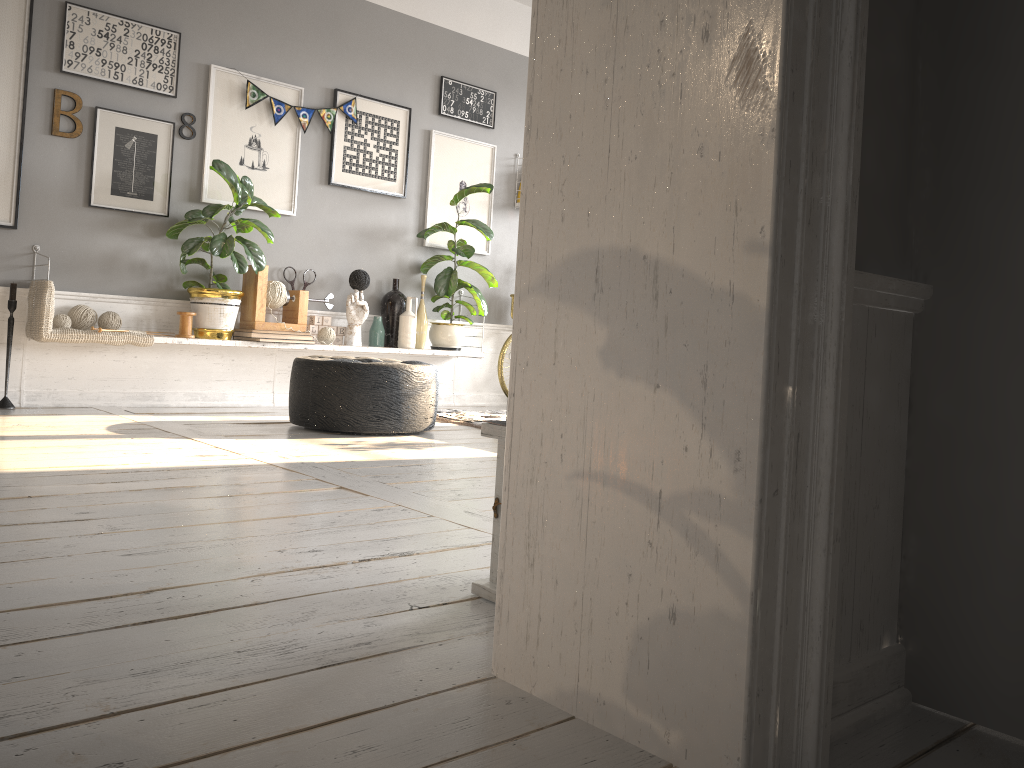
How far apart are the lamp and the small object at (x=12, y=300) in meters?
3.6 m

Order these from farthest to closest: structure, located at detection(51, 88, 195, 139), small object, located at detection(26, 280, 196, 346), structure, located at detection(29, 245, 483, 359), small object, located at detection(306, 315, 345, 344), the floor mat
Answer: small object, located at detection(306, 315, 345, 344) < the floor mat < structure, located at detection(29, 245, 483, 359) < structure, located at detection(51, 88, 195, 139) < small object, located at detection(26, 280, 196, 346)

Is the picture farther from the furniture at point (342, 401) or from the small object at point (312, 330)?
the furniture at point (342, 401)

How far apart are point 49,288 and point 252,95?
1.6m

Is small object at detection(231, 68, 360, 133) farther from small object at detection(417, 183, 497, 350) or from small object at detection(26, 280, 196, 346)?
small object at detection(26, 280, 196, 346)

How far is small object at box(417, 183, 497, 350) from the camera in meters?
5.8

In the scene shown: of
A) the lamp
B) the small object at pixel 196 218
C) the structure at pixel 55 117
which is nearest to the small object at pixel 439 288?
the small object at pixel 196 218

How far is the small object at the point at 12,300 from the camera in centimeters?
431cm

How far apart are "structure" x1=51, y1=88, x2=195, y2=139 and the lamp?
3.8 meters

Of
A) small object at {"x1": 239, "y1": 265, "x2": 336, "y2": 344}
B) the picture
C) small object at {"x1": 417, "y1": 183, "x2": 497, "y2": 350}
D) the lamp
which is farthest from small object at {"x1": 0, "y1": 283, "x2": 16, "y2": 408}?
the lamp
